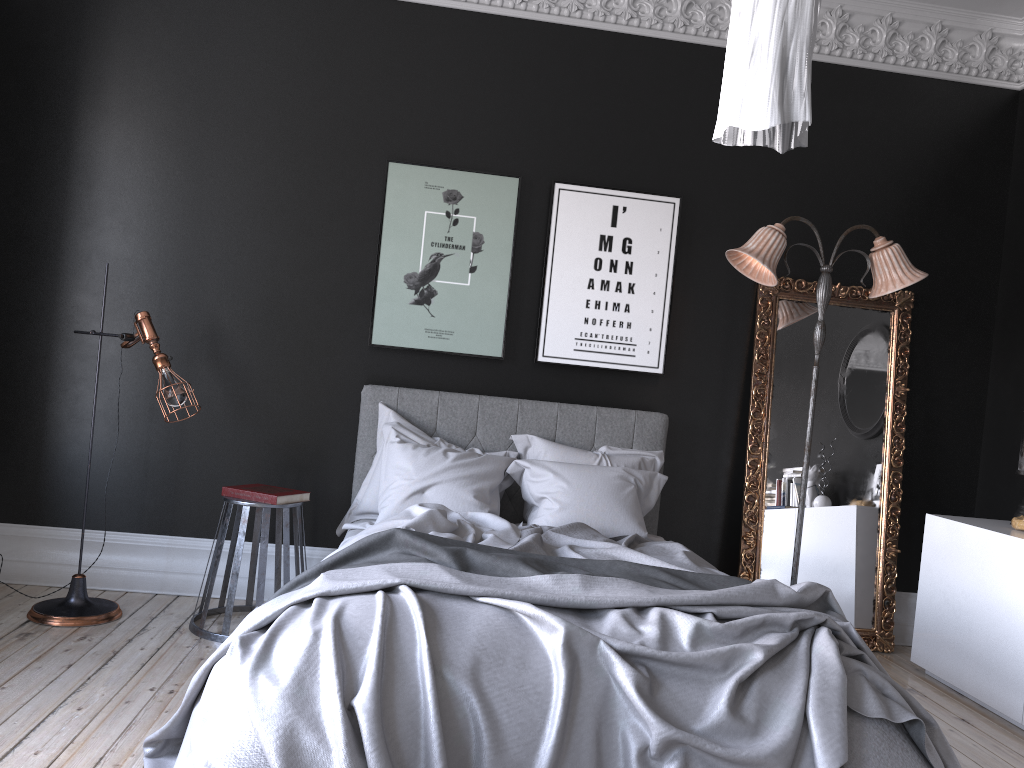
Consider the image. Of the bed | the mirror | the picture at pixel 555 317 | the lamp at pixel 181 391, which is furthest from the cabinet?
the lamp at pixel 181 391

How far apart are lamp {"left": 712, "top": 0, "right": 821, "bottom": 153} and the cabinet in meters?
3.3

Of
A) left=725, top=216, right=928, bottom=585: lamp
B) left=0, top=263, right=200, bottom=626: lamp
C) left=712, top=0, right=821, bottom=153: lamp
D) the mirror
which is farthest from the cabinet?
left=0, top=263, right=200, bottom=626: lamp

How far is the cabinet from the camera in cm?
420

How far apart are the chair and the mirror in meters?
2.6 m

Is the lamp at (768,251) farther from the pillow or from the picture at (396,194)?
the picture at (396,194)

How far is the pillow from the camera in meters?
4.5 m

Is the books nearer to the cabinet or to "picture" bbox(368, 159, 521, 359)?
"picture" bbox(368, 159, 521, 359)

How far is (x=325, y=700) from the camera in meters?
2.4

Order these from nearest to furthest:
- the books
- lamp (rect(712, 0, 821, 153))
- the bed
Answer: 1. lamp (rect(712, 0, 821, 153))
2. the bed
3. the books
